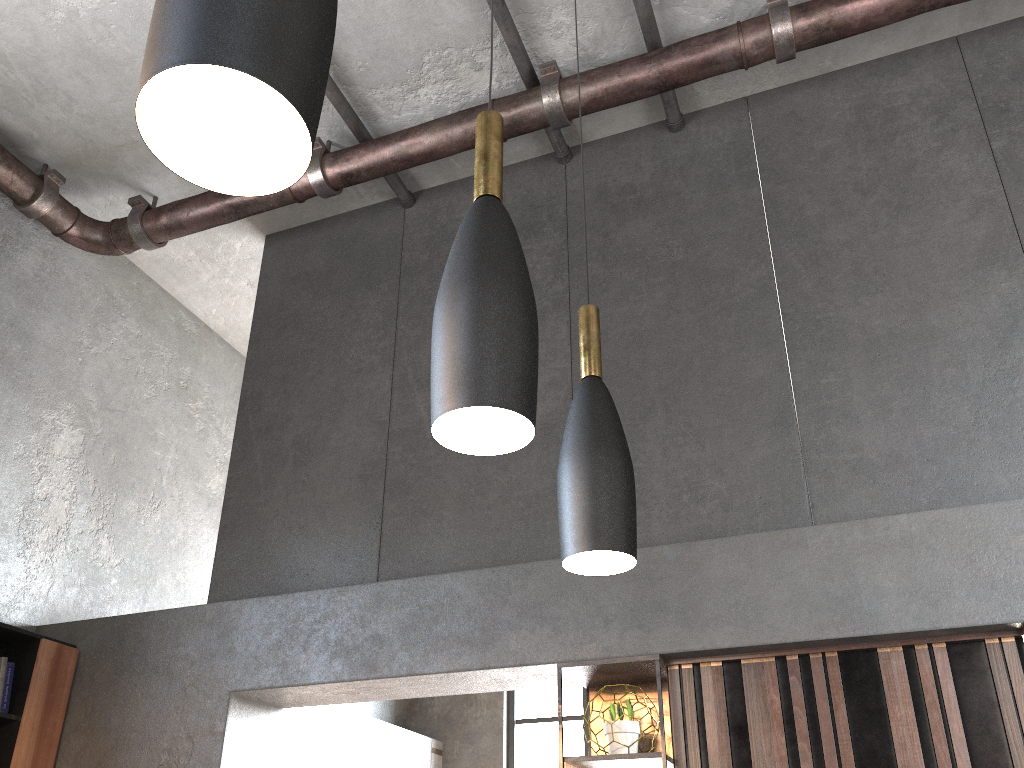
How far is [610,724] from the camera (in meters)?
3.36

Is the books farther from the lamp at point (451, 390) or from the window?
the window

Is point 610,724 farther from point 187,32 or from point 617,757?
point 187,32

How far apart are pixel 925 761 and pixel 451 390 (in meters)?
2.63

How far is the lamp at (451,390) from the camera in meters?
1.2 m

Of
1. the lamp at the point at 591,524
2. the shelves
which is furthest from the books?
the lamp at the point at 591,524

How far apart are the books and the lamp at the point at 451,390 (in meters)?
3.79

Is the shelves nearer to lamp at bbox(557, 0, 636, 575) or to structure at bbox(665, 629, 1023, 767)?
structure at bbox(665, 629, 1023, 767)

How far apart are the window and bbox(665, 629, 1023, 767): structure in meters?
4.6 m

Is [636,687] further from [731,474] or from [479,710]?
[479,710]
